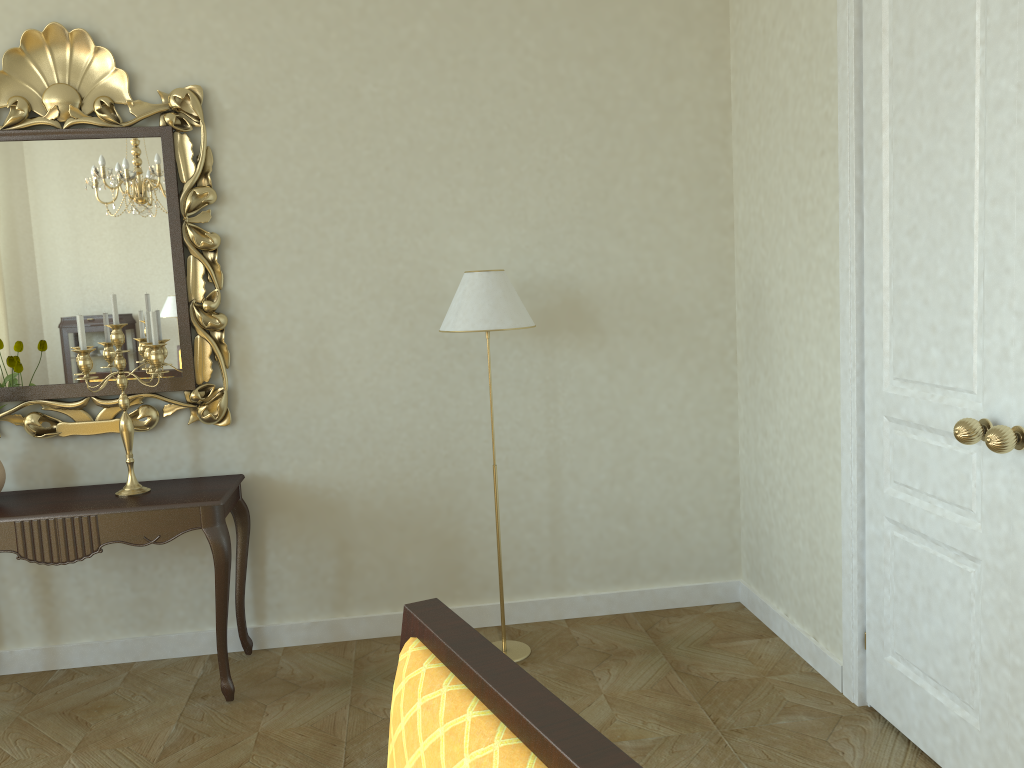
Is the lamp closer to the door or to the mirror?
the mirror

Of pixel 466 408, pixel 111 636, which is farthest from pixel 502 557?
pixel 111 636

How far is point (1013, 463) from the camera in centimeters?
222cm

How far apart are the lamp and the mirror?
0.9m

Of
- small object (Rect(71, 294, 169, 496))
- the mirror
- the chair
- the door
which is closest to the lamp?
the mirror

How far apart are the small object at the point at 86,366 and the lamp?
1.0 meters

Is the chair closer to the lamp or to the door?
the door

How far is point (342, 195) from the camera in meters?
3.7

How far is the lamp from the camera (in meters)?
3.31

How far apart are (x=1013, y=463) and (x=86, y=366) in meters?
2.9 m
